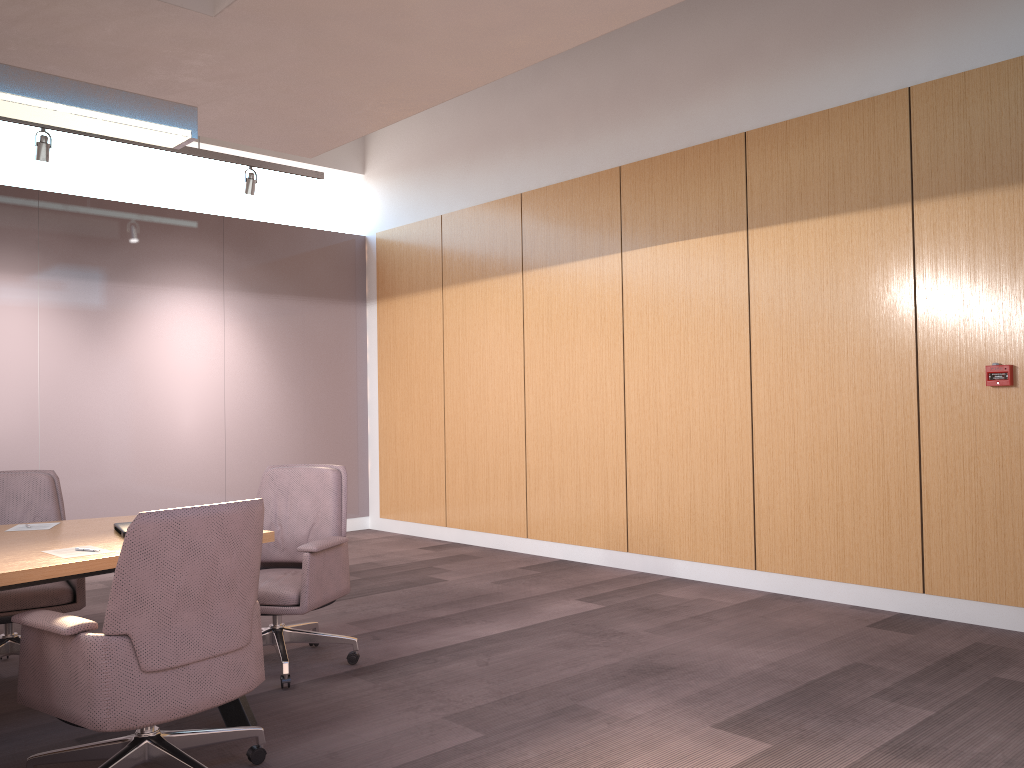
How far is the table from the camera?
2.8m

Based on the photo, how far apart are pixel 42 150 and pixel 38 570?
4.2 meters

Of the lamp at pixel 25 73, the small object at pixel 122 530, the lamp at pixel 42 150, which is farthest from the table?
the lamp at pixel 42 150

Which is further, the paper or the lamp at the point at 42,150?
the lamp at the point at 42,150

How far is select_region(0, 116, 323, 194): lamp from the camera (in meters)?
5.96

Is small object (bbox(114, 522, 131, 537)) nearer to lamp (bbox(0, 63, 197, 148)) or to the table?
the table

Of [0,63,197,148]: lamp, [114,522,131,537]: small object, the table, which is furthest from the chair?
[0,63,197,148]: lamp

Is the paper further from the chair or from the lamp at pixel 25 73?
the lamp at pixel 25 73

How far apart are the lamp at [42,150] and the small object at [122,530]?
3.5 meters

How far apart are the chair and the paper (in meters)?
0.30
